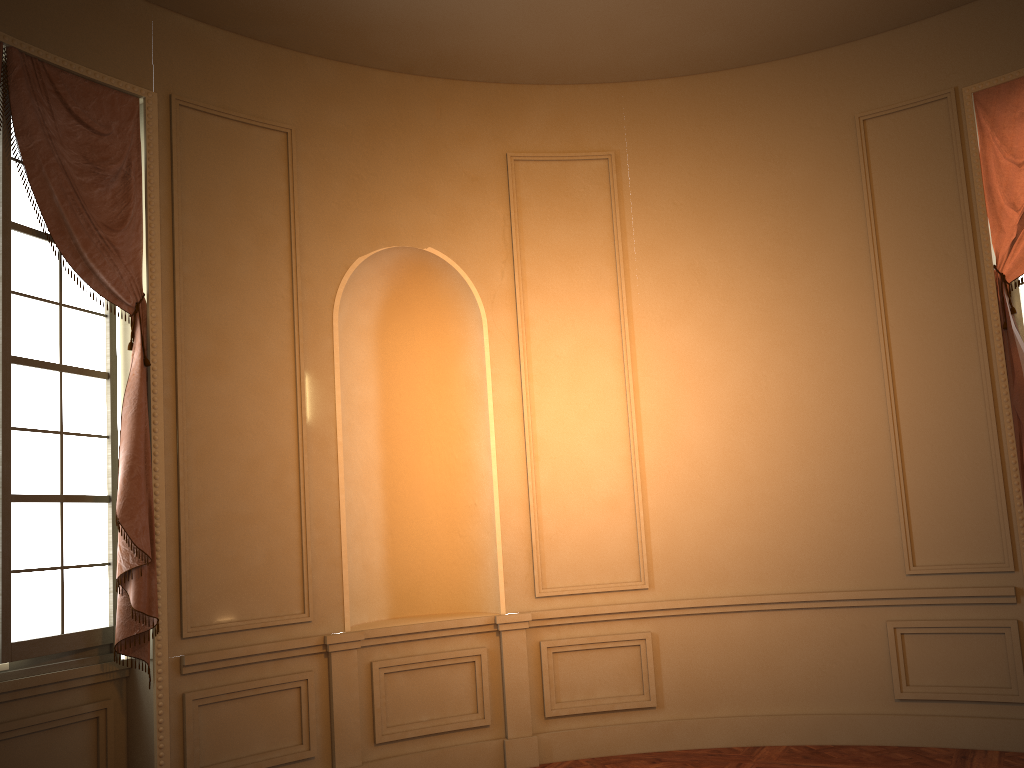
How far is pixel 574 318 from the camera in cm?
565

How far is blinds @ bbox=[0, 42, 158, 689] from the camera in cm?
410

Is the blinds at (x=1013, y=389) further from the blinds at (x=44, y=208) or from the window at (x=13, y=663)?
the window at (x=13, y=663)

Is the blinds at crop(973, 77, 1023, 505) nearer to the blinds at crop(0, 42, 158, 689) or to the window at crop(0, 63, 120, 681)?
the blinds at crop(0, 42, 158, 689)

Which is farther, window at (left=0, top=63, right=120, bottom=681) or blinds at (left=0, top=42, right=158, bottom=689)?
blinds at (left=0, top=42, right=158, bottom=689)

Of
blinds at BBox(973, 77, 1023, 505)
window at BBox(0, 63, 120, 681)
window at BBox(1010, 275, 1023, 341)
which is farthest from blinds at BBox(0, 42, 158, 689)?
window at BBox(1010, 275, 1023, 341)

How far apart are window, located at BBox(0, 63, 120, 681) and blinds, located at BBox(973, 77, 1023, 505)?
4.8m

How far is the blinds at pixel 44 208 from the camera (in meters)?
4.10

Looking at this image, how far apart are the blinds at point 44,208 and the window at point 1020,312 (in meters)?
4.79

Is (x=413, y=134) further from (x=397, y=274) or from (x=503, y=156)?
(x=397, y=274)
